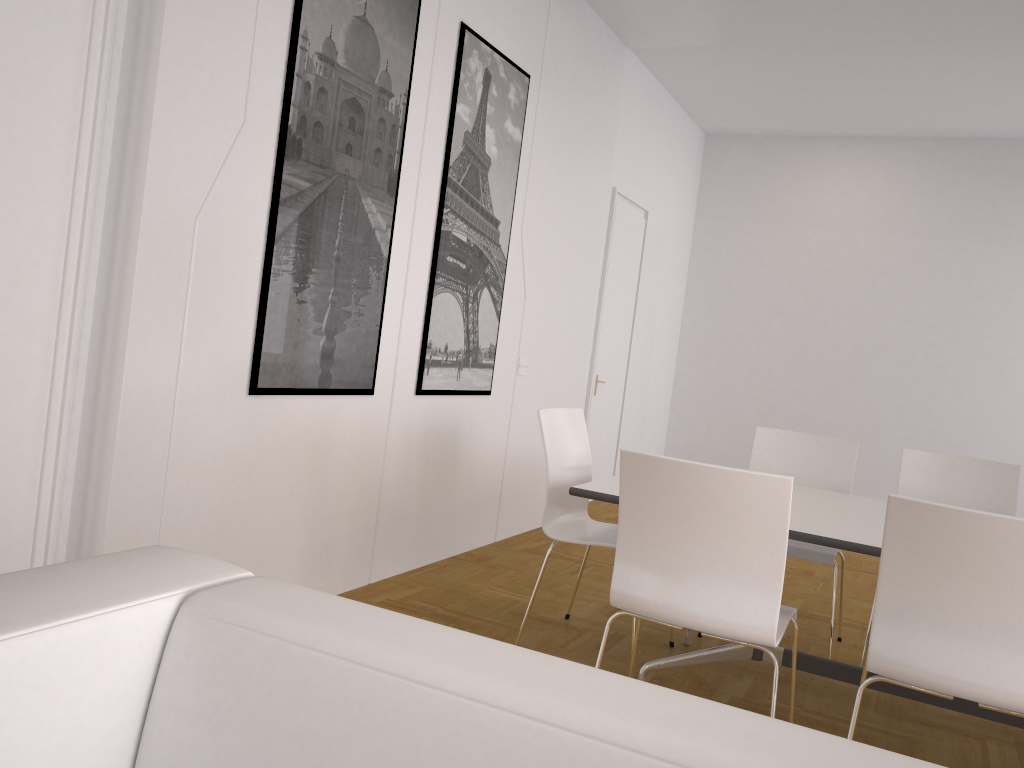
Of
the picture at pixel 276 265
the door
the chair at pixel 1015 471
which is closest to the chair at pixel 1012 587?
the chair at pixel 1015 471

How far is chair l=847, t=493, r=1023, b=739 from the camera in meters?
2.1 m

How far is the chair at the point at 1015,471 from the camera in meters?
3.9

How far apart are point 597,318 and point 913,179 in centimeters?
353cm

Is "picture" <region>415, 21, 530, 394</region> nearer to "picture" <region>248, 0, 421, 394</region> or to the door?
"picture" <region>248, 0, 421, 394</region>

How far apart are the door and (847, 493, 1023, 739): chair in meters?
4.5 m

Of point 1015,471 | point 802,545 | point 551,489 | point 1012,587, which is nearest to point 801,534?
point 1012,587

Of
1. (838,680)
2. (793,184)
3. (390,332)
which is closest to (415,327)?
(390,332)

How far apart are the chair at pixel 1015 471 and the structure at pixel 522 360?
2.2m

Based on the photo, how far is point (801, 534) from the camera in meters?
2.7 m
